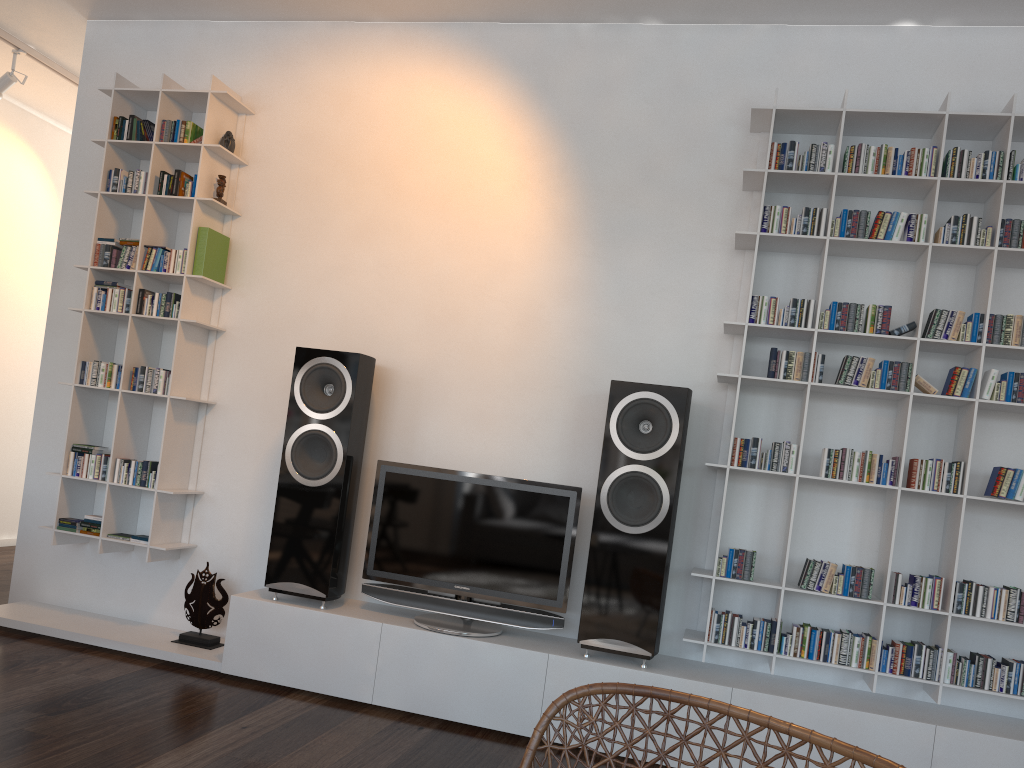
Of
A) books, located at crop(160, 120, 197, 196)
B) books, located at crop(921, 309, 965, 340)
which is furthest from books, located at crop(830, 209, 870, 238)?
books, located at crop(160, 120, 197, 196)

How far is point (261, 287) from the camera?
3.92m

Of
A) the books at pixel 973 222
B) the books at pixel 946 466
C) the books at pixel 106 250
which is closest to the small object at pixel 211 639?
the books at pixel 106 250

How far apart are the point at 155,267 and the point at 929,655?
3.4m

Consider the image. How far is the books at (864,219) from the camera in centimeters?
314cm

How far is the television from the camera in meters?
3.3

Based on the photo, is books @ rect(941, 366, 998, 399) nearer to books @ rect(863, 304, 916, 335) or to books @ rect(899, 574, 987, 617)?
books @ rect(863, 304, 916, 335)

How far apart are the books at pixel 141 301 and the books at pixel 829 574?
2.9m

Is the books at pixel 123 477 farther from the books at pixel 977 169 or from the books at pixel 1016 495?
the books at pixel 1016 495

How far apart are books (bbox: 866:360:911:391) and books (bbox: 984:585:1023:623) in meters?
0.7
